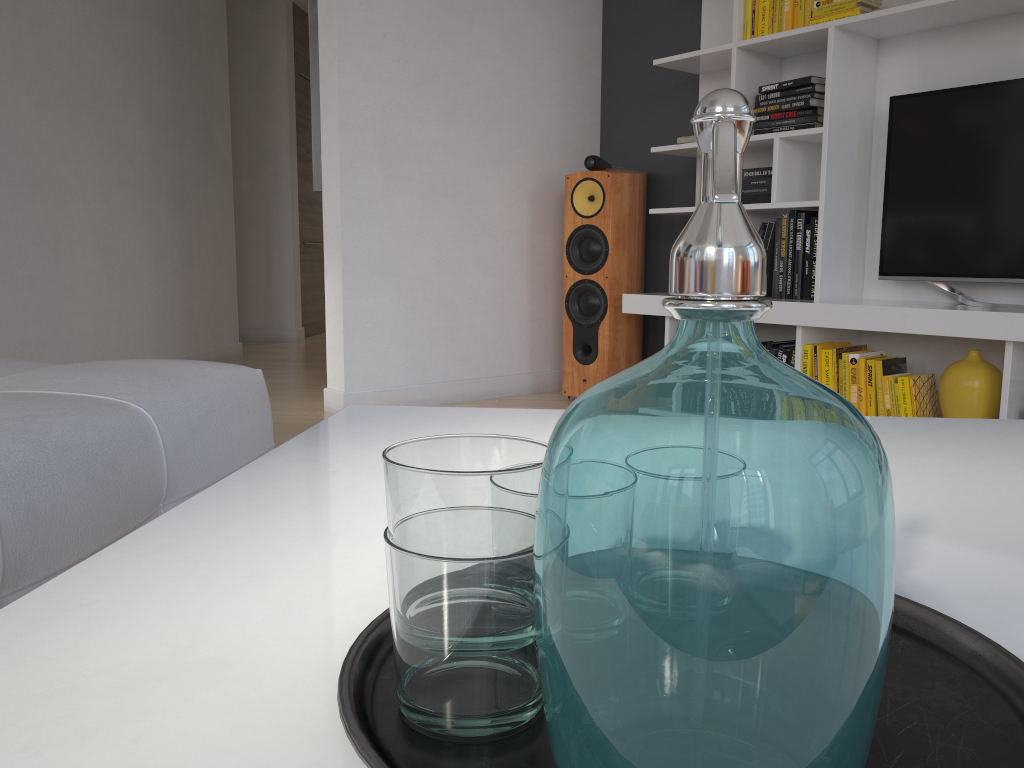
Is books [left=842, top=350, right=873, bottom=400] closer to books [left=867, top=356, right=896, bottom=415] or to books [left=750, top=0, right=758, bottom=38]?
books [left=867, top=356, right=896, bottom=415]

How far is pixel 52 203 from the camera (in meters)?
3.72

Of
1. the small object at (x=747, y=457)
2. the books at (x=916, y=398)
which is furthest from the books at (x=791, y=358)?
the small object at (x=747, y=457)

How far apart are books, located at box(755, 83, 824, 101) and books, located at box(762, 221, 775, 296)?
0.5m

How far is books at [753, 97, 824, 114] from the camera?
3.15m

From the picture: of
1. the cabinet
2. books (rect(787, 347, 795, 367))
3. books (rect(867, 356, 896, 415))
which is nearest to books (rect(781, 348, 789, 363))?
books (rect(787, 347, 795, 367))

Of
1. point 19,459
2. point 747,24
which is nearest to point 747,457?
point 19,459

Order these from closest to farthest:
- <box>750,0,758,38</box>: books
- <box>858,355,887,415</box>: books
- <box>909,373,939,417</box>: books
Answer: <box>909,373,939,417</box>: books < <box>858,355,887,415</box>: books < <box>750,0,758,38</box>: books

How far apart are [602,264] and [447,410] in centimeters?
→ 274cm

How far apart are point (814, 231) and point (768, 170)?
0.3m
